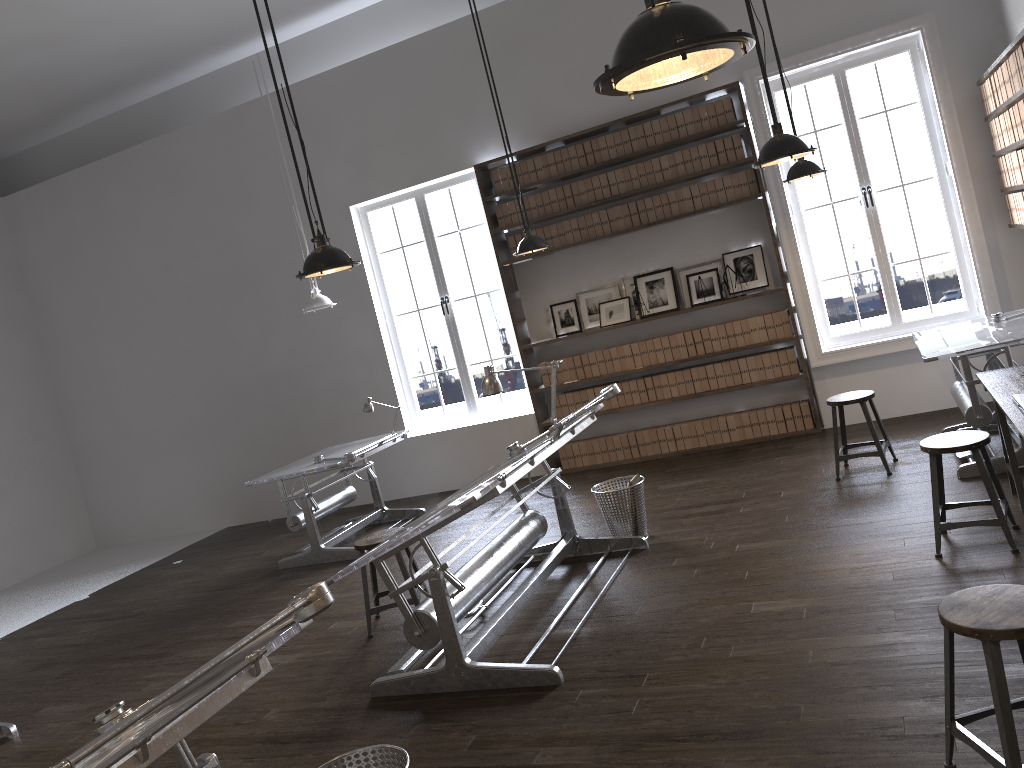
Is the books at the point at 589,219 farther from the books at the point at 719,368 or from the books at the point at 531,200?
the books at the point at 719,368

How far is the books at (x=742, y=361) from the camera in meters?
7.6

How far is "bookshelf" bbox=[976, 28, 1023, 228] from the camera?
5.0 meters

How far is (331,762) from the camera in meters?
2.9

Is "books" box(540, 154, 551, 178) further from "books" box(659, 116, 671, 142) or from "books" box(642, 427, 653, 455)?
"books" box(642, 427, 653, 455)

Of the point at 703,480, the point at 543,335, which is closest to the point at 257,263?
the point at 543,335

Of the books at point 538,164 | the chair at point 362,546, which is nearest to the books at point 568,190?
the books at point 538,164

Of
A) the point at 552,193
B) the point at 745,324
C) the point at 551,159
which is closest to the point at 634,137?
the point at 551,159

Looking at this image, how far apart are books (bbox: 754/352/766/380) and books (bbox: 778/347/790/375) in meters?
0.2

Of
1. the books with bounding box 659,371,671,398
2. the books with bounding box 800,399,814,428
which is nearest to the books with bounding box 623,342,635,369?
the books with bounding box 659,371,671,398
